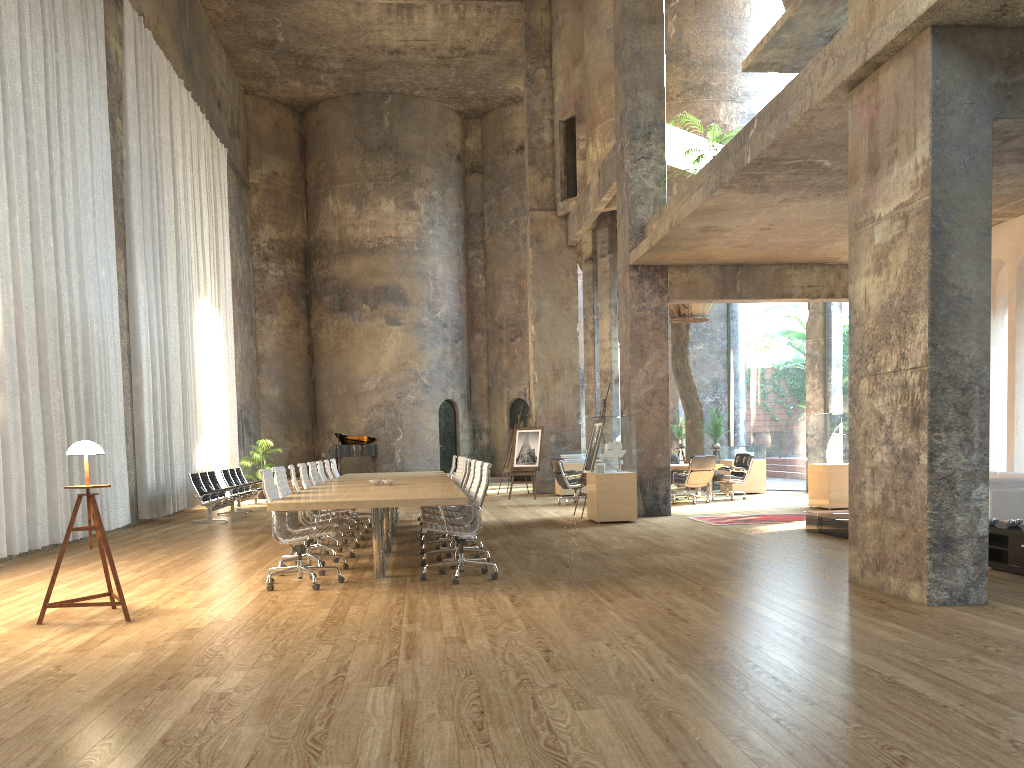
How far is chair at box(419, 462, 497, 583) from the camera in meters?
7.4

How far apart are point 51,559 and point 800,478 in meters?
28.4 m

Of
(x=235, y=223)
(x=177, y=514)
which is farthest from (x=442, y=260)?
(x=177, y=514)

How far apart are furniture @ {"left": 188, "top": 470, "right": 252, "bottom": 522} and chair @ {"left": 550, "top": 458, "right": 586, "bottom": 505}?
5.8m

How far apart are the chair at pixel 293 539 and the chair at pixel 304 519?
1.3 meters

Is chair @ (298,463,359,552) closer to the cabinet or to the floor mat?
the floor mat

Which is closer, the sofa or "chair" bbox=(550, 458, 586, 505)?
the sofa

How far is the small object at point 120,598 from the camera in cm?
611

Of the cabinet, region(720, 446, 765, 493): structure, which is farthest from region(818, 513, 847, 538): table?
region(720, 446, 765, 493): structure

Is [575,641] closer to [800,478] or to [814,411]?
[814,411]
